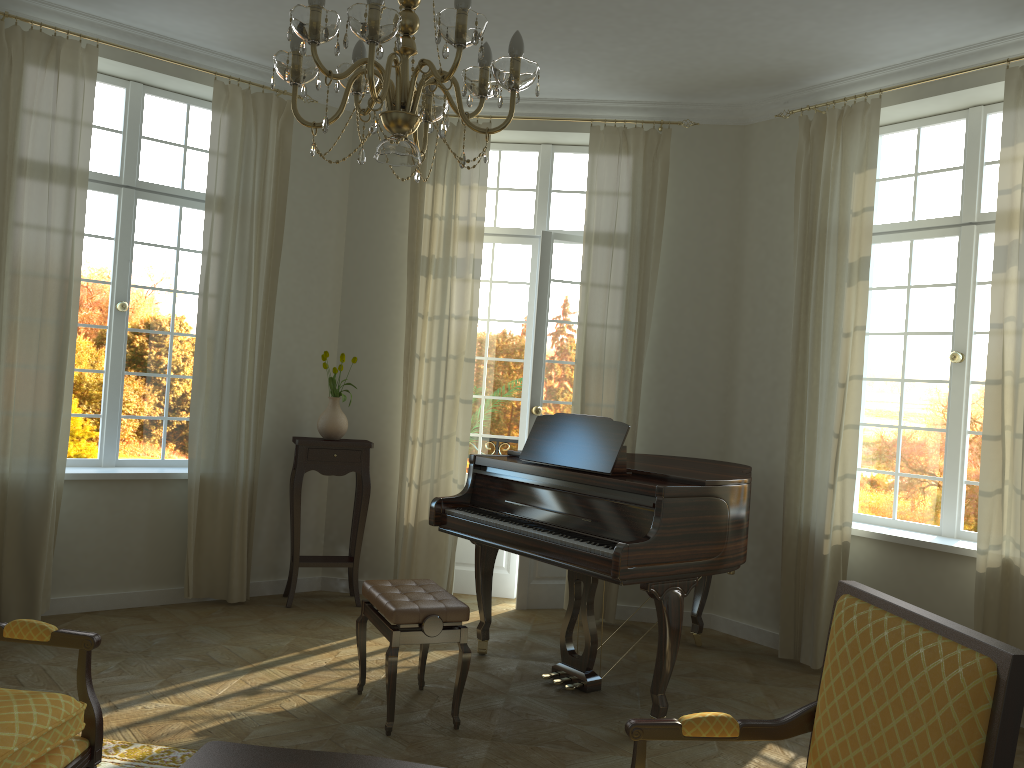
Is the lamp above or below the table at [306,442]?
above

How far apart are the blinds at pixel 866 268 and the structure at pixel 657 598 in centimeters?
41cm

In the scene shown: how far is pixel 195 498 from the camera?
5.7 meters

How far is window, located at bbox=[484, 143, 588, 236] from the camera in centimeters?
660cm

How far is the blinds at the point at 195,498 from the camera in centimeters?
572cm

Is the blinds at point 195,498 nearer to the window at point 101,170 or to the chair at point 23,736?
the window at point 101,170

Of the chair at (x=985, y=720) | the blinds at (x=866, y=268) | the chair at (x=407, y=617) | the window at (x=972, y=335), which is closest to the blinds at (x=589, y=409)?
the blinds at (x=866, y=268)

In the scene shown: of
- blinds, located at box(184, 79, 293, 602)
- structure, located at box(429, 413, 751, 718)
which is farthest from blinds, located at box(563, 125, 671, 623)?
blinds, located at box(184, 79, 293, 602)

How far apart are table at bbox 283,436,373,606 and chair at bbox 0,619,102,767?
3.1m

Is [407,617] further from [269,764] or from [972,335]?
[972,335]
